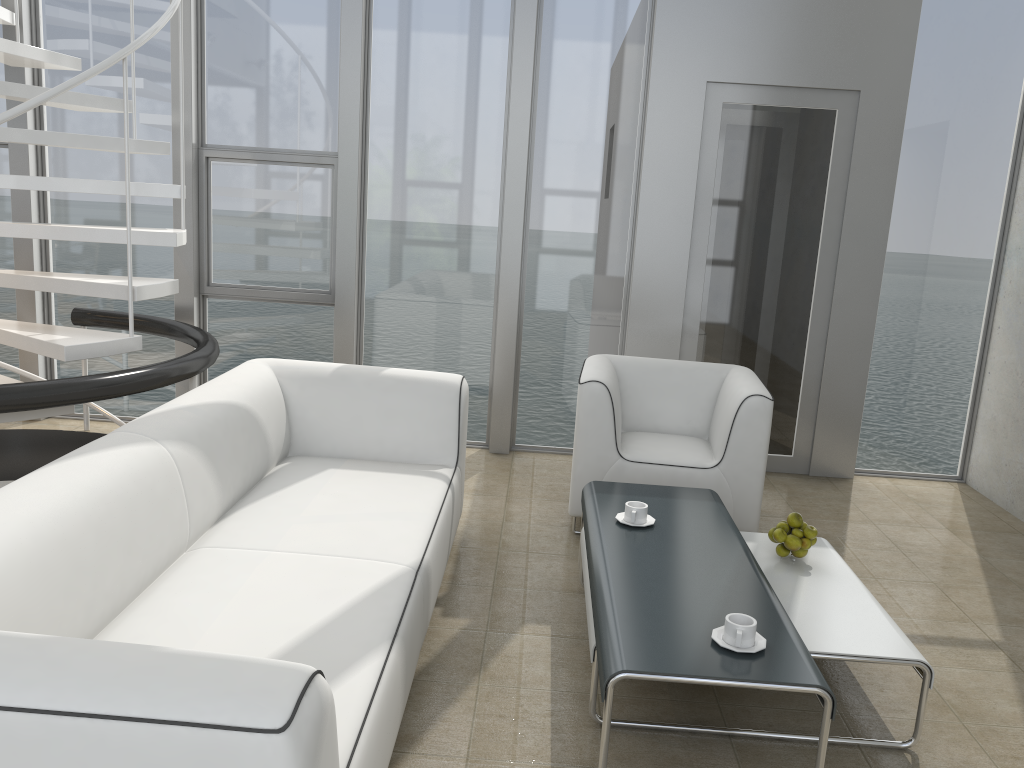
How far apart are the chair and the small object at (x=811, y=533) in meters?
0.8 m

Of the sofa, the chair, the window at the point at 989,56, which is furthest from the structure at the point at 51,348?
the window at the point at 989,56

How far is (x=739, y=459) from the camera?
3.7m

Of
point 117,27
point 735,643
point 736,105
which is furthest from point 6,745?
point 117,27

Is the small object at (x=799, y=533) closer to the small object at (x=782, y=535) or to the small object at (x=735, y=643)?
the small object at (x=782, y=535)

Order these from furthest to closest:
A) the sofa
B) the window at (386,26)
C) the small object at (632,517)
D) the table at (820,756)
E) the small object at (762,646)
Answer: the window at (386,26)
the small object at (632,517)
the small object at (762,646)
the table at (820,756)
the sofa

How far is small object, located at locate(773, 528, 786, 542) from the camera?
3.0m

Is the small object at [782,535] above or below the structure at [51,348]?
below

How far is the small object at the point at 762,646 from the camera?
2.1 meters

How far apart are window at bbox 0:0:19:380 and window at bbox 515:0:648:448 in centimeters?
299cm
